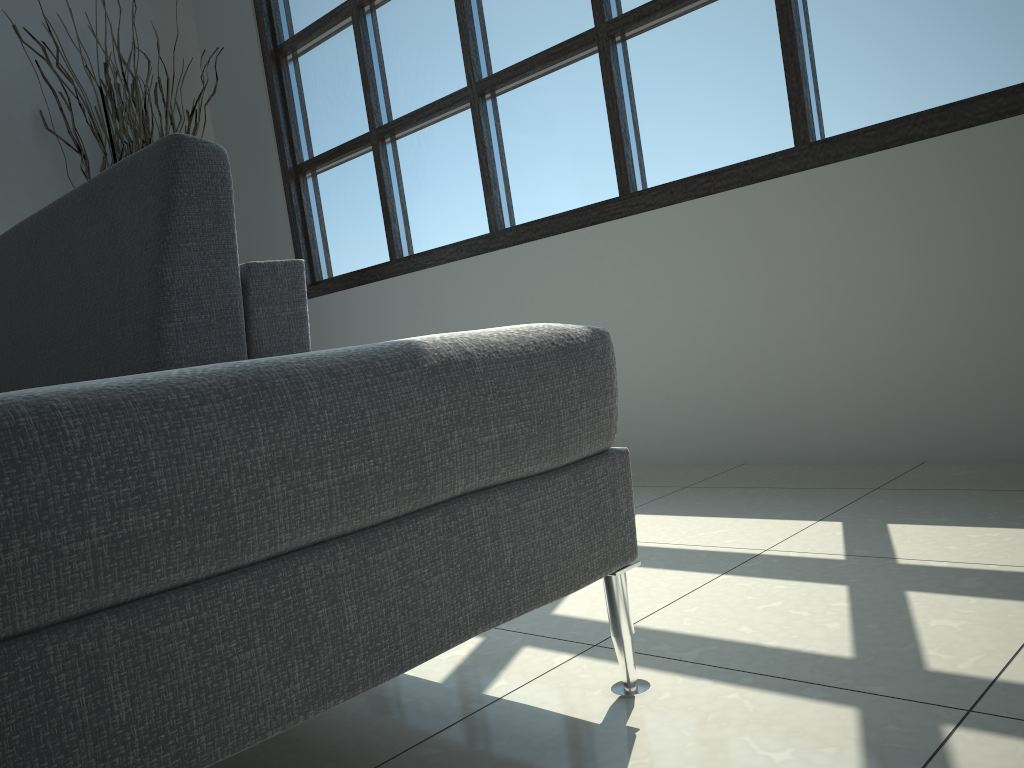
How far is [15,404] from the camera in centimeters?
63cm

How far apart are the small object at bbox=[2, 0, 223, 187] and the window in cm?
45

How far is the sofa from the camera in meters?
0.6

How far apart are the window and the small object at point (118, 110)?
0.5 meters

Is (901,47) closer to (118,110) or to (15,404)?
(15,404)

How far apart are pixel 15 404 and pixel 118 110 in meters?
3.4 m

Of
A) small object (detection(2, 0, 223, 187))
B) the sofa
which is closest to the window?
small object (detection(2, 0, 223, 187))

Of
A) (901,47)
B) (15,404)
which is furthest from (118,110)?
(15,404)

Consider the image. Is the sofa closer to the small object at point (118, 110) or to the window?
the window

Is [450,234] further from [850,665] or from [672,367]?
[850,665]
